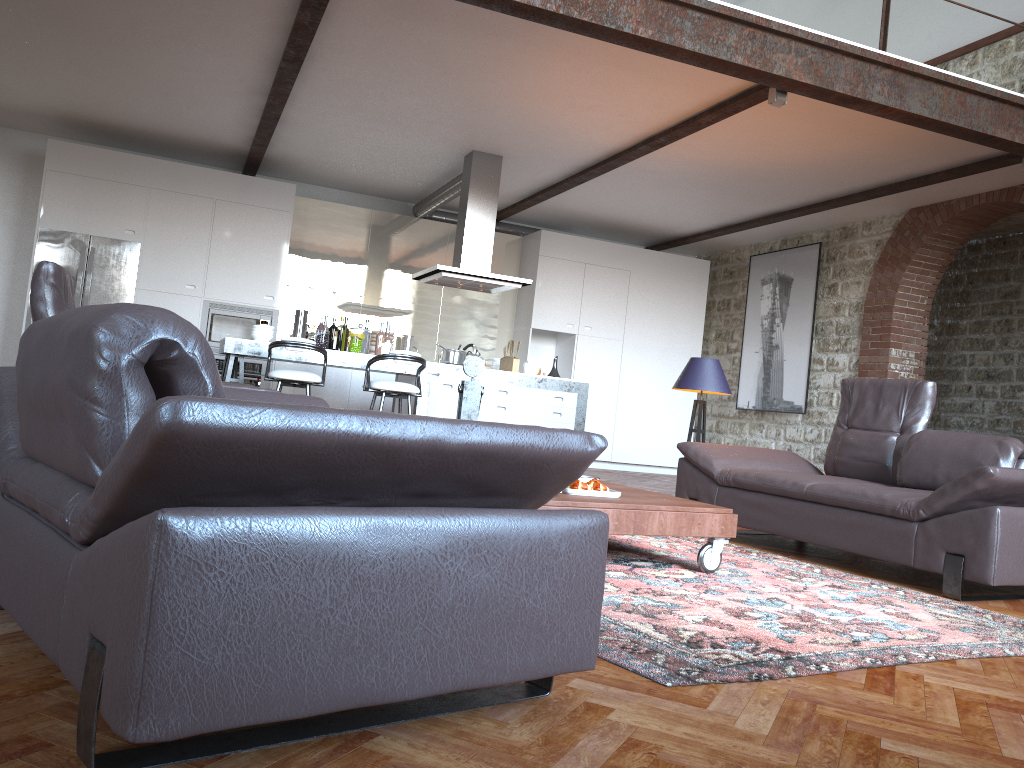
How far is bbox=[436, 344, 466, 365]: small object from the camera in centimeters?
786cm

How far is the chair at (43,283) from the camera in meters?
3.8

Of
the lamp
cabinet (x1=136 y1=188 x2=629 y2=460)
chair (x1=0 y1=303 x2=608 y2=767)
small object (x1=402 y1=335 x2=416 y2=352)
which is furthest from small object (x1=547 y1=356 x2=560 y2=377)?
chair (x1=0 y1=303 x2=608 y2=767)

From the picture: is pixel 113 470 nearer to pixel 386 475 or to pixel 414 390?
pixel 386 475

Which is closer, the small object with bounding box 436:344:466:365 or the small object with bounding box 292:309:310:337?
the small object with bounding box 292:309:310:337

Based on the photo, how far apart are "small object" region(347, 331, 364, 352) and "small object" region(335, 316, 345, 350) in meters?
0.2 m

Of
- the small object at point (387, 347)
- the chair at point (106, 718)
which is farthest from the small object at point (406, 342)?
the chair at point (106, 718)

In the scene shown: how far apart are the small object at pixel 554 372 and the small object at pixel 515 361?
0.45m

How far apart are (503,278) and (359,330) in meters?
1.4

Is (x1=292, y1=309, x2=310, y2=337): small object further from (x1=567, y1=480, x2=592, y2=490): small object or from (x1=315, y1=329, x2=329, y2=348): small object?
(x1=567, y1=480, x2=592, y2=490): small object
